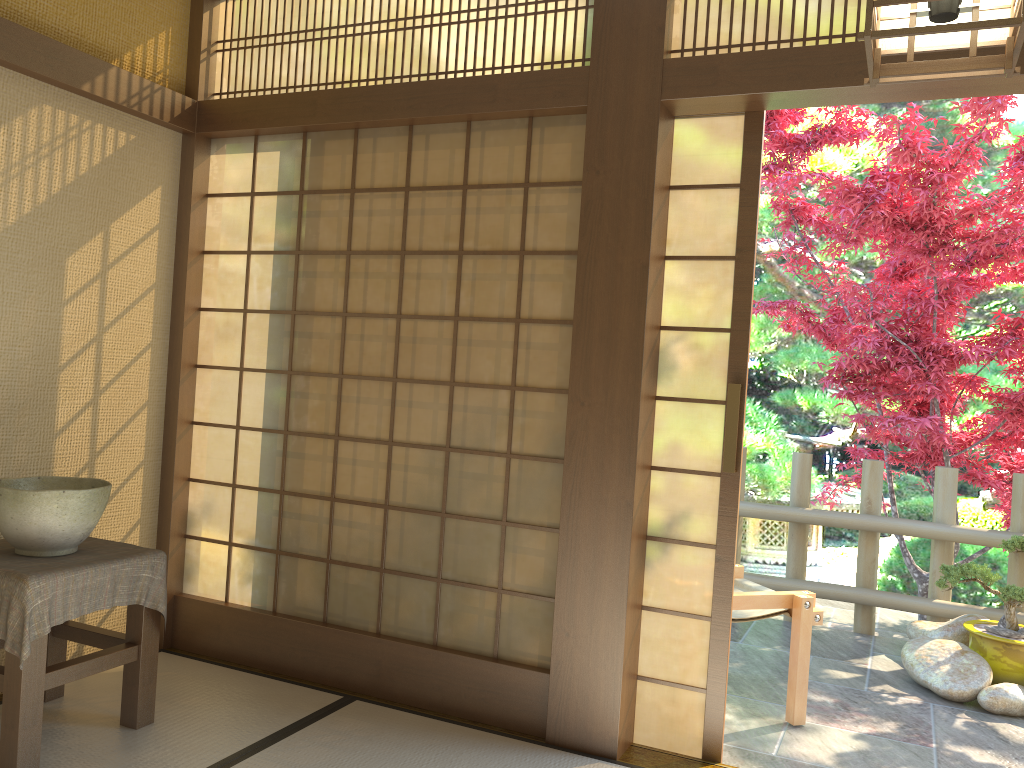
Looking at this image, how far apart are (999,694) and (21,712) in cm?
389

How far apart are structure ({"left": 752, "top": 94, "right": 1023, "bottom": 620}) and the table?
3.8m

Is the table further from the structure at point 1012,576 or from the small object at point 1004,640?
the small object at point 1004,640

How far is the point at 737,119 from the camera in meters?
3.1

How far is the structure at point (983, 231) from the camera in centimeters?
491cm

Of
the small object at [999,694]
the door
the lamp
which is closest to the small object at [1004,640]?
the small object at [999,694]

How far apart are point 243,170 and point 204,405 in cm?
103

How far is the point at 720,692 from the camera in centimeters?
304cm

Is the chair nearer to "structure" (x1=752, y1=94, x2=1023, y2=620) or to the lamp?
"structure" (x1=752, y1=94, x2=1023, y2=620)

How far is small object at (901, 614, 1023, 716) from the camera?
3.97m
